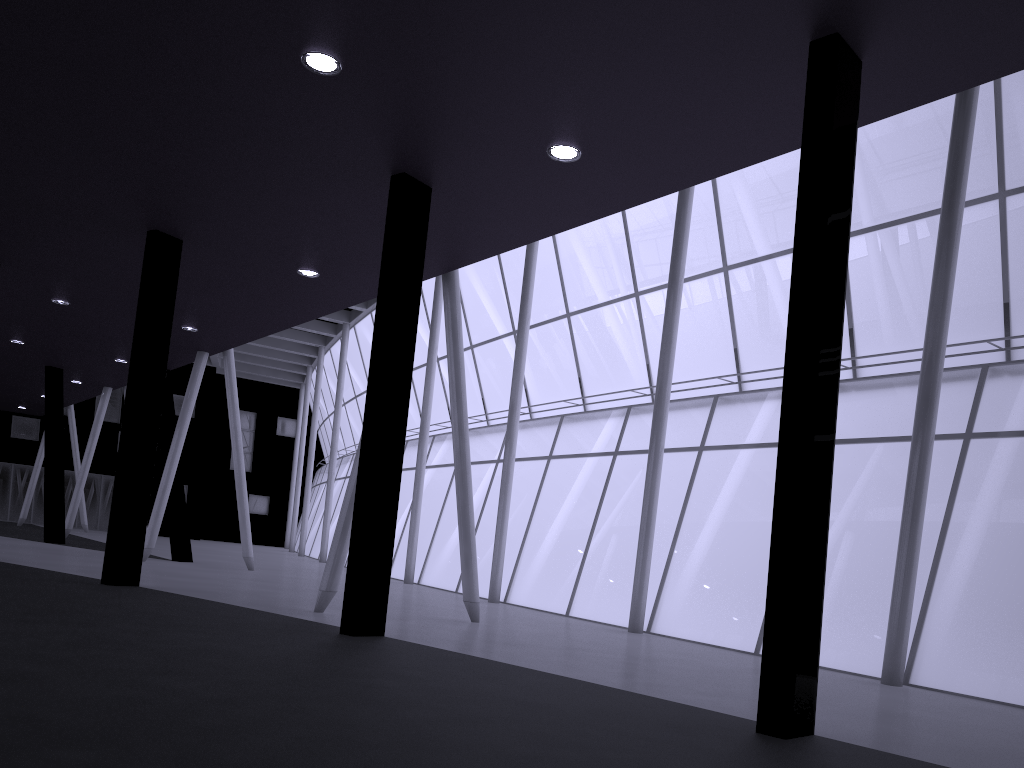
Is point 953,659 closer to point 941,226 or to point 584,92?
point 941,226
